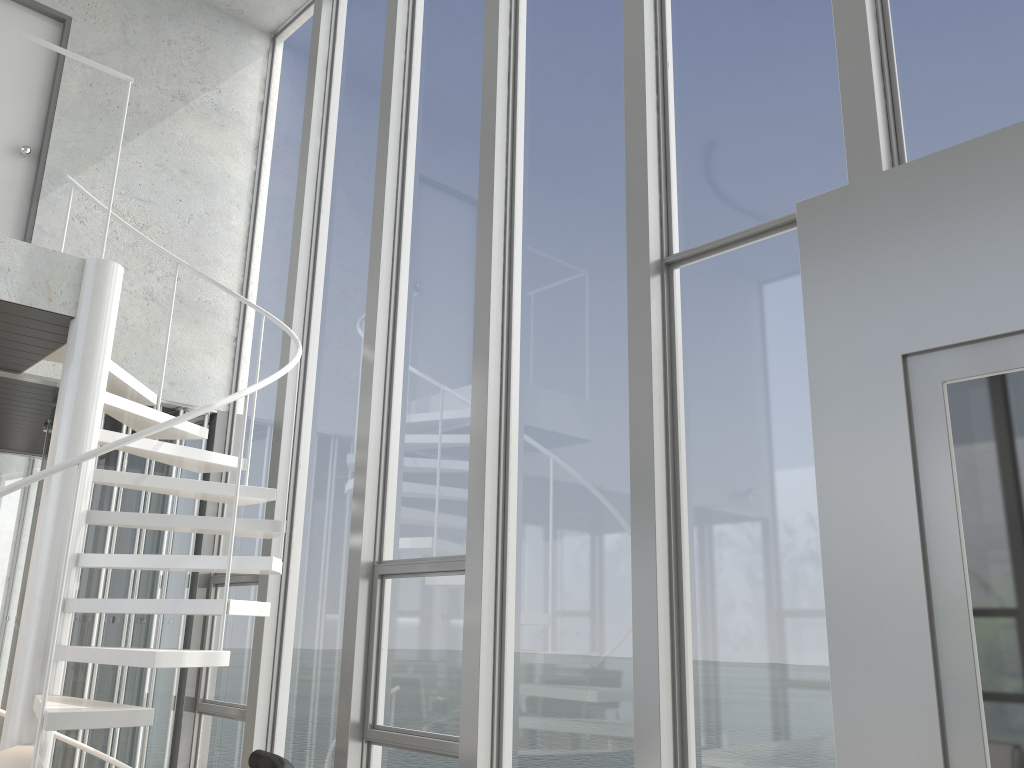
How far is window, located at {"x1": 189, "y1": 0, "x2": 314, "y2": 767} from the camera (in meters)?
5.30

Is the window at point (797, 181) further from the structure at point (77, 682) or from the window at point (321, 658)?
the structure at point (77, 682)

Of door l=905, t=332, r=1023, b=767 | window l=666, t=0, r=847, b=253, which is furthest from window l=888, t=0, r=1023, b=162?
door l=905, t=332, r=1023, b=767

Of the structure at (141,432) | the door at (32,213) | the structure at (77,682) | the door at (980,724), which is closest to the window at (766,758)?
the door at (980,724)

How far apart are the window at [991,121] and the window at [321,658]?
3.1m

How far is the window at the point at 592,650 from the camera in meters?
3.4

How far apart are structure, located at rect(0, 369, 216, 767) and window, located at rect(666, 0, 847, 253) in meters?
3.7 m

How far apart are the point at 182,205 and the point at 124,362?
1.2m

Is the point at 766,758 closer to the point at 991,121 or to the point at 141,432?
the point at 991,121

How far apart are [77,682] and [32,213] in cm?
283
